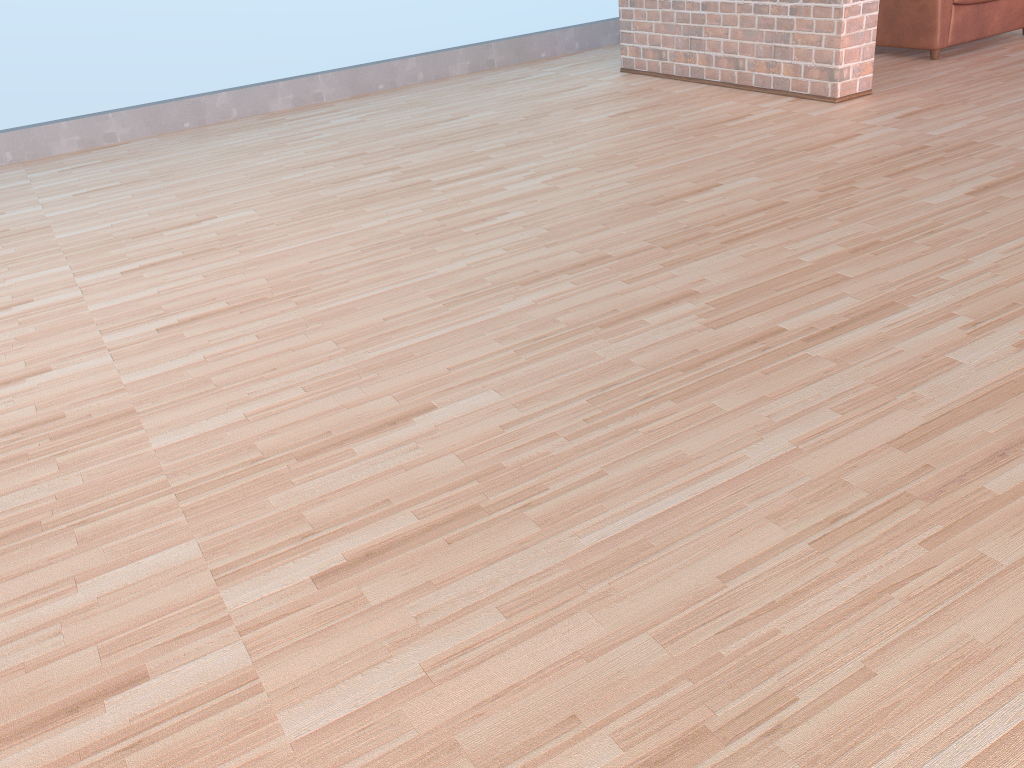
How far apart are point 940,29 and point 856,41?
0.83m

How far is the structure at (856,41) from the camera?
3.45m

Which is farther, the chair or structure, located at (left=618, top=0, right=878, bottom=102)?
the chair

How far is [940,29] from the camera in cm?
398

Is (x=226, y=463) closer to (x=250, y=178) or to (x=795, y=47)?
(x=250, y=178)

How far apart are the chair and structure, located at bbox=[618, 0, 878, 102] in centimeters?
71cm

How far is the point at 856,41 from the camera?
3.5 meters

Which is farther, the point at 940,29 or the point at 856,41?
the point at 940,29

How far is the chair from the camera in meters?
4.0

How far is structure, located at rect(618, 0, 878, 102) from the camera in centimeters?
345cm
